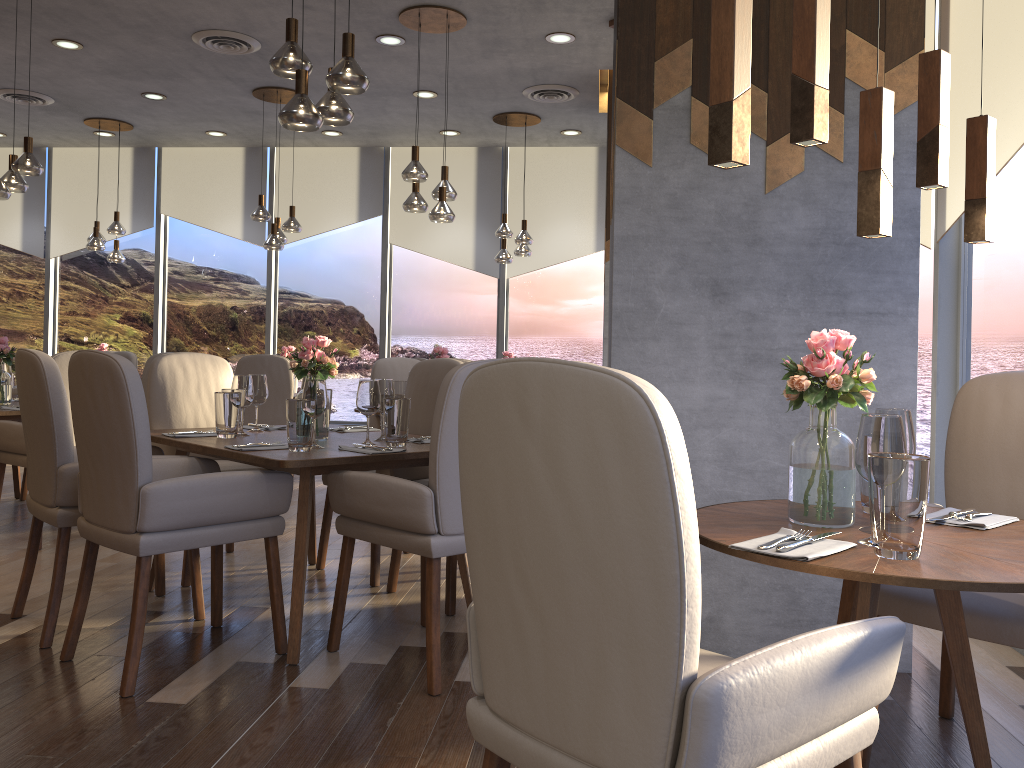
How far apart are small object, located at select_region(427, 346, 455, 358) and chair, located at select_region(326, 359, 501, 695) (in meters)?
2.63

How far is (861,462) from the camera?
1.66m

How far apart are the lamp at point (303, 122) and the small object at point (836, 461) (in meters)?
2.17

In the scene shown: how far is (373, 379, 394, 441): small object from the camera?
3.45m

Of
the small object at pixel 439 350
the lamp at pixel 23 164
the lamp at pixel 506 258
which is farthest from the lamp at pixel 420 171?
the lamp at pixel 23 164

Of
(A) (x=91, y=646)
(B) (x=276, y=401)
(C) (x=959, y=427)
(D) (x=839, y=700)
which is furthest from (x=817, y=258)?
(B) (x=276, y=401)

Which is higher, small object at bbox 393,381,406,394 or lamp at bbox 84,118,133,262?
lamp at bbox 84,118,133,262

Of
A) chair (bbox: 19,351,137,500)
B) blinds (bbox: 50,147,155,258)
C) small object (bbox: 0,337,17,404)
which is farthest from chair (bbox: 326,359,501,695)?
blinds (bbox: 50,147,155,258)

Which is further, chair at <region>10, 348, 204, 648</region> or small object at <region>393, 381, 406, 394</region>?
small object at <region>393, 381, 406, 394</region>

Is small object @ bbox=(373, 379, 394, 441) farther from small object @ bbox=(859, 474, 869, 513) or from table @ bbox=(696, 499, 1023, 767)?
small object @ bbox=(859, 474, 869, 513)
